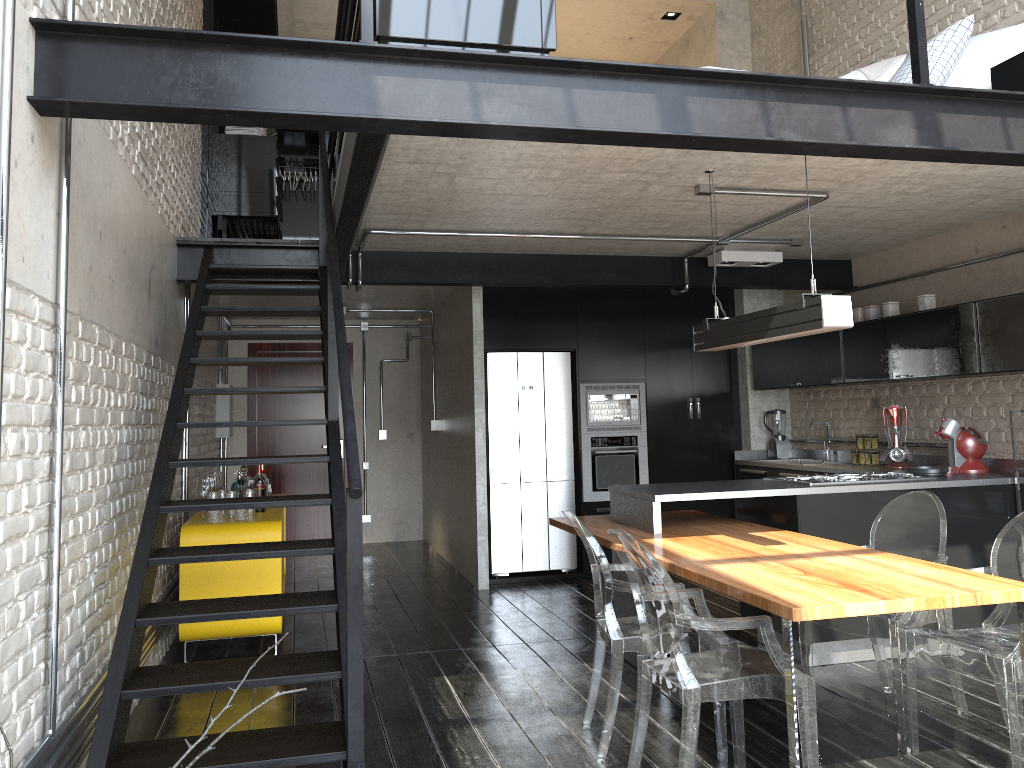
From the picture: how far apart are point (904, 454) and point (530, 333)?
2.99m

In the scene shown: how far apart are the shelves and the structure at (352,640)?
1.54m

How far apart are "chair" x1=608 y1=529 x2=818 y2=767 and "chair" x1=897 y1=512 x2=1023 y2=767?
0.7m

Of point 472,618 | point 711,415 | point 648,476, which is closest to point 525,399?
point 648,476

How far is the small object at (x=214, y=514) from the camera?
5.1 meters

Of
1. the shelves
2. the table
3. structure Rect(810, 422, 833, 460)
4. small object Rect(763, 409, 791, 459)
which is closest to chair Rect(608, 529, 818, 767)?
the table

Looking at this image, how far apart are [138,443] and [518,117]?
2.6m

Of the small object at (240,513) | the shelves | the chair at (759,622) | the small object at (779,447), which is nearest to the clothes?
the shelves

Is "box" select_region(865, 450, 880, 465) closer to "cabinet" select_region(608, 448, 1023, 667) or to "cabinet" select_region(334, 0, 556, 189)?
"cabinet" select_region(608, 448, 1023, 667)

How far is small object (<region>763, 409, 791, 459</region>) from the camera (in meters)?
7.46
